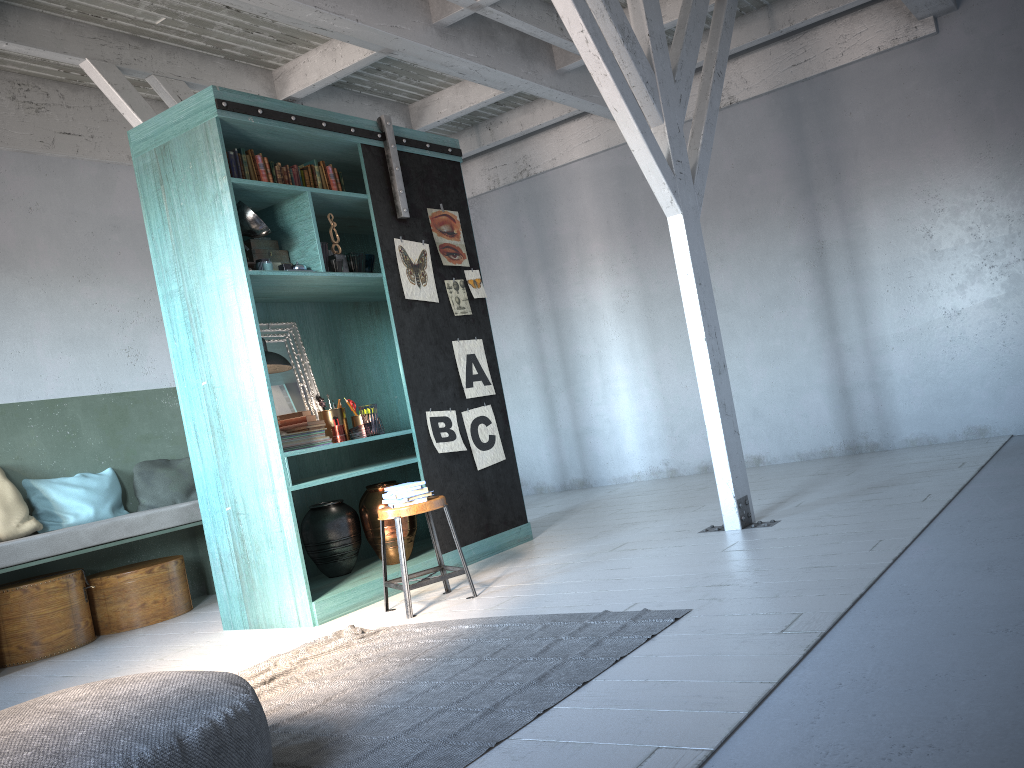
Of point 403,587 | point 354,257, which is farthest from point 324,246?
point 403,587

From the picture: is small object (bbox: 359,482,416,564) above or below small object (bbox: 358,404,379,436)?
below

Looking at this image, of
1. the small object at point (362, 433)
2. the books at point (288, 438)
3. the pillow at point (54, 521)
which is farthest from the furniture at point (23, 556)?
the small object at point (362, 433)

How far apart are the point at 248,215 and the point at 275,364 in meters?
1.0 m

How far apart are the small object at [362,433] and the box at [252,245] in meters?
1.4

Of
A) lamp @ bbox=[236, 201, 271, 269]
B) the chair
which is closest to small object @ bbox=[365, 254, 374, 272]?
lamp @ bbox=[236, 201, 271, 269]

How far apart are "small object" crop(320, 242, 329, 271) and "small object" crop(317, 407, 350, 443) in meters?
1.2

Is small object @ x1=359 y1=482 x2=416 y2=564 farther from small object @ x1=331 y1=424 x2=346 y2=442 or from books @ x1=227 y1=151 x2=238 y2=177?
books @ x1=227 y1=151 x2=238 y2=177

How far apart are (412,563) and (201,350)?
2.1m

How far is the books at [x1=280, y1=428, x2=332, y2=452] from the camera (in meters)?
6.06
